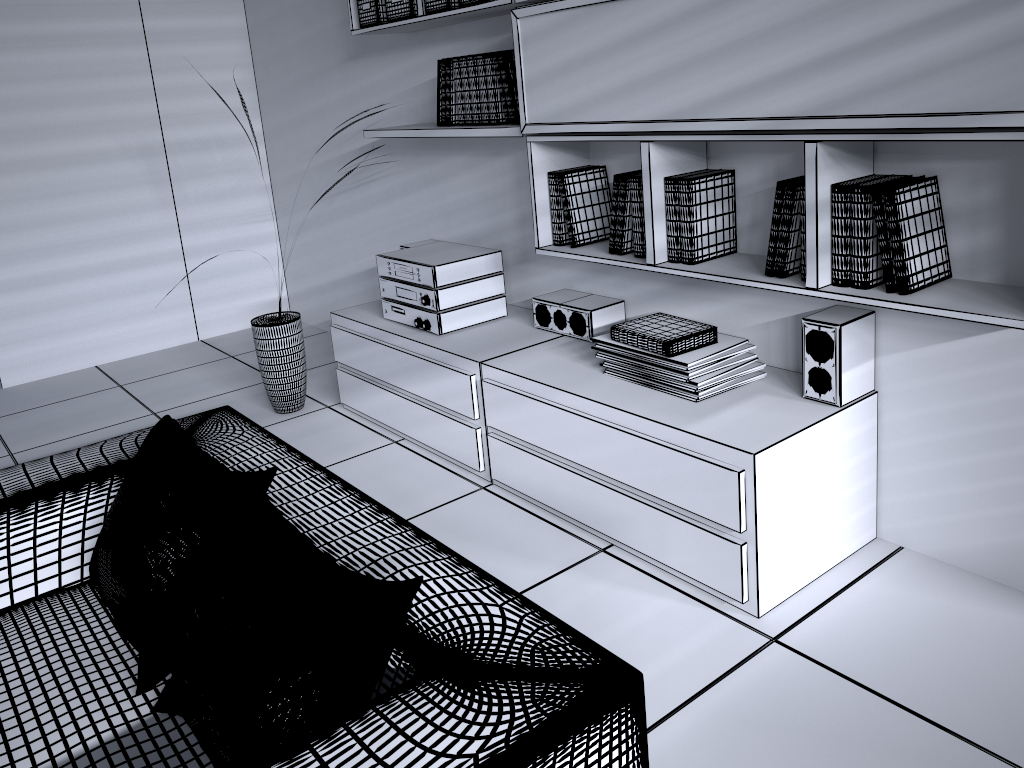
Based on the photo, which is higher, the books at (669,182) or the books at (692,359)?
the books at (669,182)

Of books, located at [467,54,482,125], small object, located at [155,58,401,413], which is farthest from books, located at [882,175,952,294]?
small object, located at [155,58,401,413]

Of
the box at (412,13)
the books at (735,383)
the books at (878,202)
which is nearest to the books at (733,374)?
the books at (735,383)

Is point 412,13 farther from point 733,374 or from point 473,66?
point 733,374

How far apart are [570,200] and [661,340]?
0.7 meters

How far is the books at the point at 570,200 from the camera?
2.9m

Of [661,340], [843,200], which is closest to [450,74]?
[661,340]

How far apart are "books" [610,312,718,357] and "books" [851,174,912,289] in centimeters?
52cm

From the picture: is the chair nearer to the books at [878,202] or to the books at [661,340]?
the books at [661,340]

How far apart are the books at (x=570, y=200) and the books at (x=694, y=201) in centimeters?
49cm
